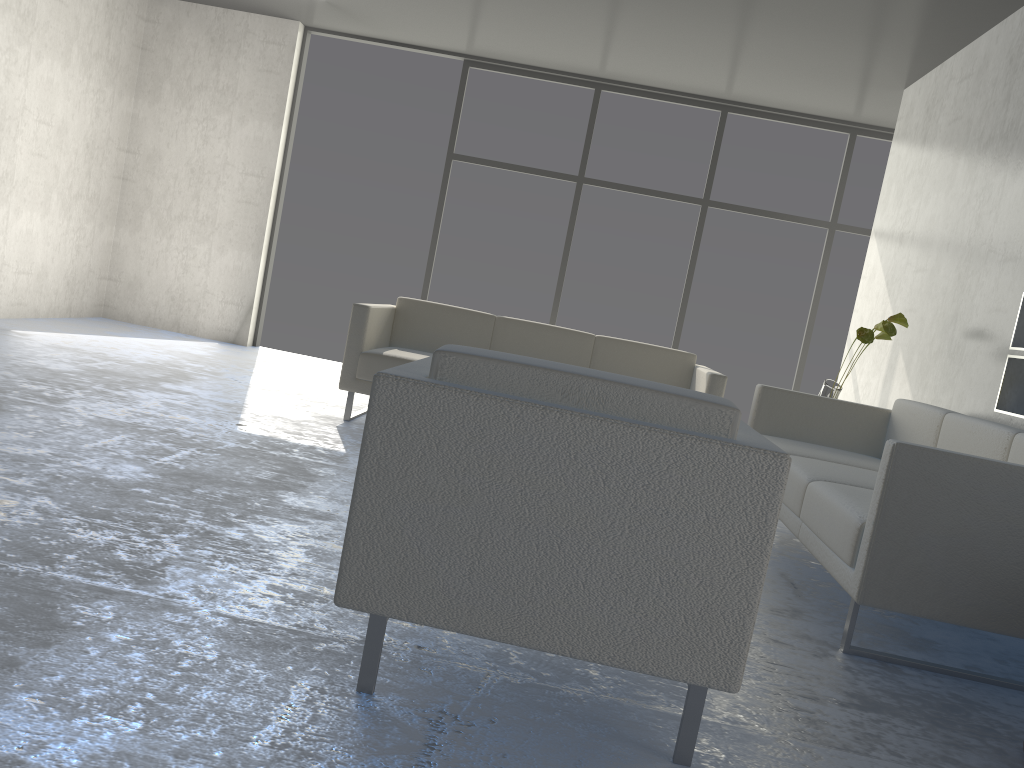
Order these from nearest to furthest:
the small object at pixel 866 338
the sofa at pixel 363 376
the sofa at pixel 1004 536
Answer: the sofa at pixel 1004 536 < the small object at pixel 866 338 < the sofa at pixel 363 376

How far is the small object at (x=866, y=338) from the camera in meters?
4.1

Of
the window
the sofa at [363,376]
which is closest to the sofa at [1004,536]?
the sofa at [363,376]

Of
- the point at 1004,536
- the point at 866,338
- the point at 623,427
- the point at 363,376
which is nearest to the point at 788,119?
the point at 866,338

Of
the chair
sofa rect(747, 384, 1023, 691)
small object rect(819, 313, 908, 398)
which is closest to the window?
small object rect(819, 313, 908, 398)

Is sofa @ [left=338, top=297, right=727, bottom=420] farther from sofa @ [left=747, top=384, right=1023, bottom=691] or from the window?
the window

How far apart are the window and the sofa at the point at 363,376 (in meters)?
1.94

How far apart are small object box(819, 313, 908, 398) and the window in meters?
2.4 m

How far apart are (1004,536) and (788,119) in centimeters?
499cm

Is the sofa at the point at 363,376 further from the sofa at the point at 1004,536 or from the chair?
the chair
